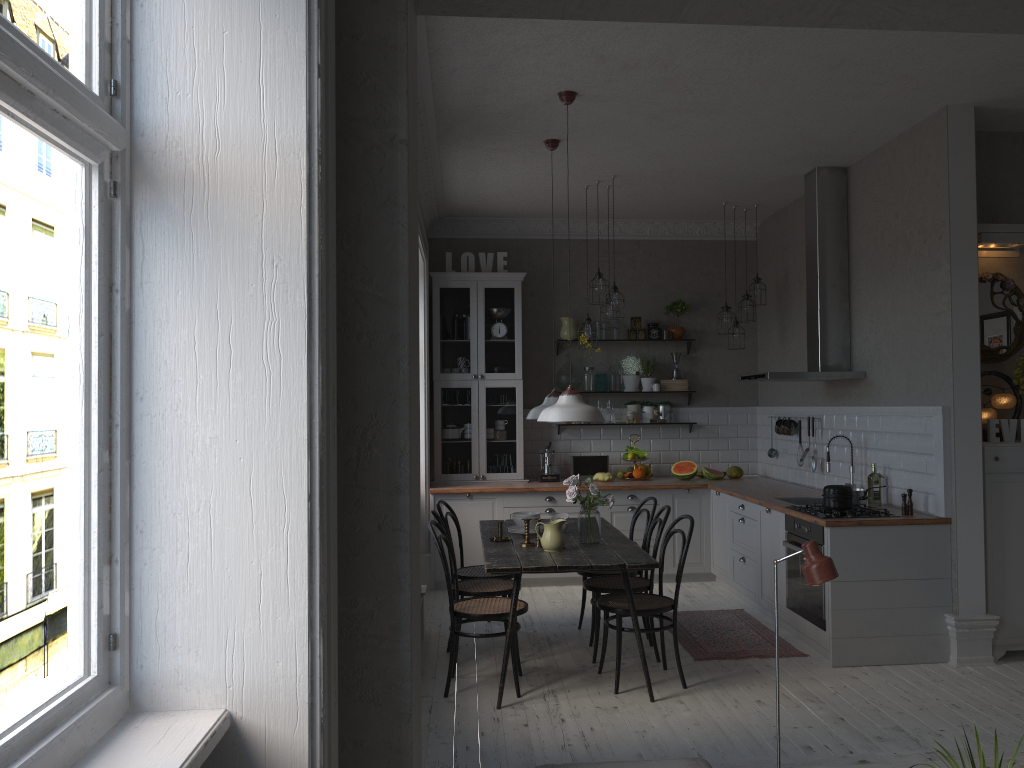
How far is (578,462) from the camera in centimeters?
812cm

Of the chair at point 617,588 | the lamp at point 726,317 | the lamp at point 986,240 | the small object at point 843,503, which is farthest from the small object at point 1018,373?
the lamp at point 726,317

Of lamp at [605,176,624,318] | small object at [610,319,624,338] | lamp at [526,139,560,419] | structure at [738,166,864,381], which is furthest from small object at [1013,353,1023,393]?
small object at [610,319,624,338]

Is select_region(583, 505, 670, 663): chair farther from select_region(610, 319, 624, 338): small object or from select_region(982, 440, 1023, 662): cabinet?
select_region(610, 319, 624, 338): small object

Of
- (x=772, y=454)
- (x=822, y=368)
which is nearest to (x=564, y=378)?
(x=772, y=454)

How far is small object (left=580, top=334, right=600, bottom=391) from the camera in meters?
8.2

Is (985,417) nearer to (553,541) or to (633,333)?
(553,541)

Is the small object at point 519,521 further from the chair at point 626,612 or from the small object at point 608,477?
the small object at point 608,477

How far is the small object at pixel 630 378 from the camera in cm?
833

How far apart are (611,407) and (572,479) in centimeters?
316cm
